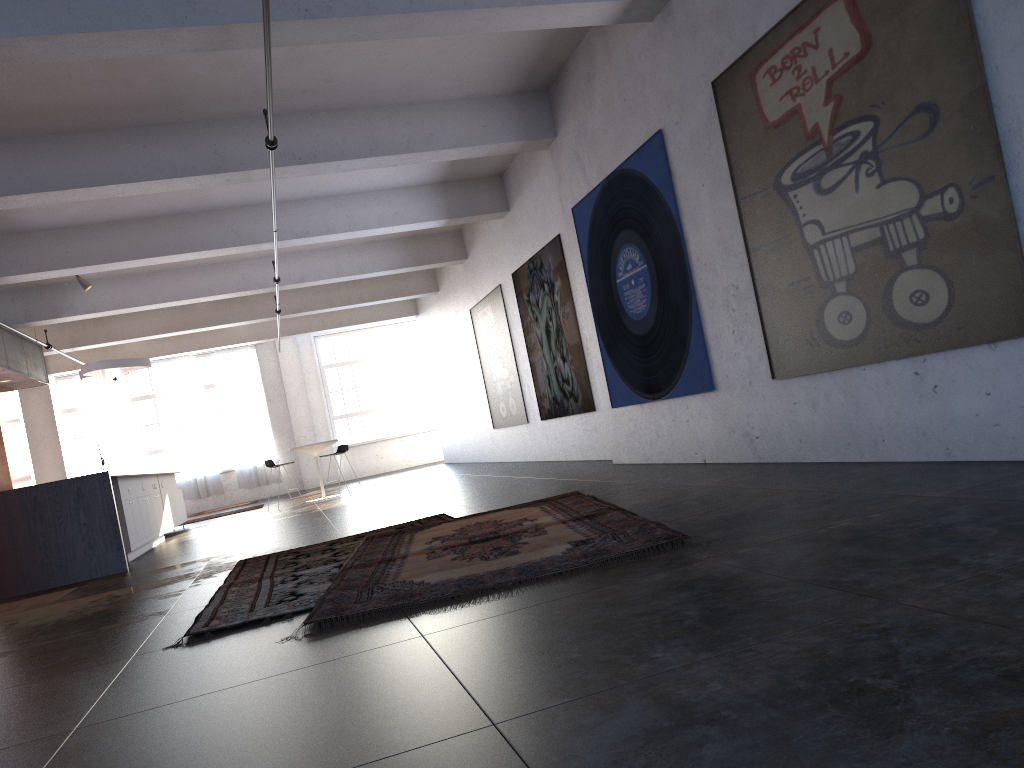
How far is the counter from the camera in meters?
8.2

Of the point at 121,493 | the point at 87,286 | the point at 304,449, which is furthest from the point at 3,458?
the point at 121,493

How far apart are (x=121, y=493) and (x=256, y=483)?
12.4m

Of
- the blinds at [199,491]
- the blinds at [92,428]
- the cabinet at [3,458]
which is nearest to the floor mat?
the cabinet at [3,458]

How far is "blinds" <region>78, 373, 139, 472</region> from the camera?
21.1m

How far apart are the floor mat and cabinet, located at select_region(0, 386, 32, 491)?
9.2m

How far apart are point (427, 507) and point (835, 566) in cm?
616

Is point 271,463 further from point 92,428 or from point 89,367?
point 92,428

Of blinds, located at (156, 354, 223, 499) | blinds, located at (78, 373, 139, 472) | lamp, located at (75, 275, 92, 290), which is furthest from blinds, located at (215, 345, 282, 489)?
lamp, located at (75, 275, 92, 290)

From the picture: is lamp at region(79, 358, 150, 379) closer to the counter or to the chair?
the chair
